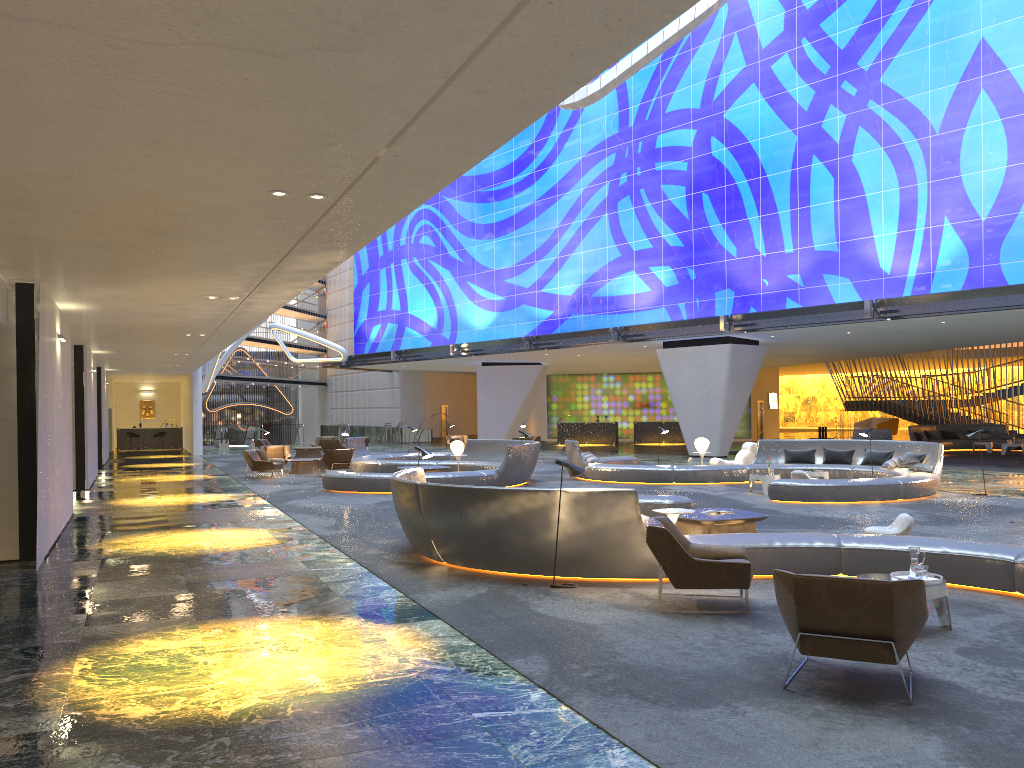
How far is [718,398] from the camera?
30.9m

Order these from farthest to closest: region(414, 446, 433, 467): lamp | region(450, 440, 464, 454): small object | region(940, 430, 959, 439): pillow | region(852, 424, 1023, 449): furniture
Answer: region(940, 430, 959, 439): pillow → region(852, 424, 1023, 449): furniture → region(450, 440, 464, 454): small object → region(414, 446, 433, 467): lamp

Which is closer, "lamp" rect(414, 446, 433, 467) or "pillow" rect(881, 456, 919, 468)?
"lamp" rect(414, 446, 433, 467)

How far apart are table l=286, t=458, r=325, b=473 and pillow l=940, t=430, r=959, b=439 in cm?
2415

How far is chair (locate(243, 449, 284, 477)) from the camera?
23.9m

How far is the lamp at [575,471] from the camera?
8.9 meters

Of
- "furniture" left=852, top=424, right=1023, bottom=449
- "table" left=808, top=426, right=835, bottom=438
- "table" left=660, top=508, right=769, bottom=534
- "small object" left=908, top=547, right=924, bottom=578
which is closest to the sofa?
"table" left=808, top=426, right=835, bottom=438

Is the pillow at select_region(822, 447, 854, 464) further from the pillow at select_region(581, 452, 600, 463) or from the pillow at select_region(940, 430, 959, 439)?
the pillow at select_region(940, 430, 959, 439)

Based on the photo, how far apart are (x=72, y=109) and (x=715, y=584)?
6.00m

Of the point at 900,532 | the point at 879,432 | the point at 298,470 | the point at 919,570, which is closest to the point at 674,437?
the point at 879,432
